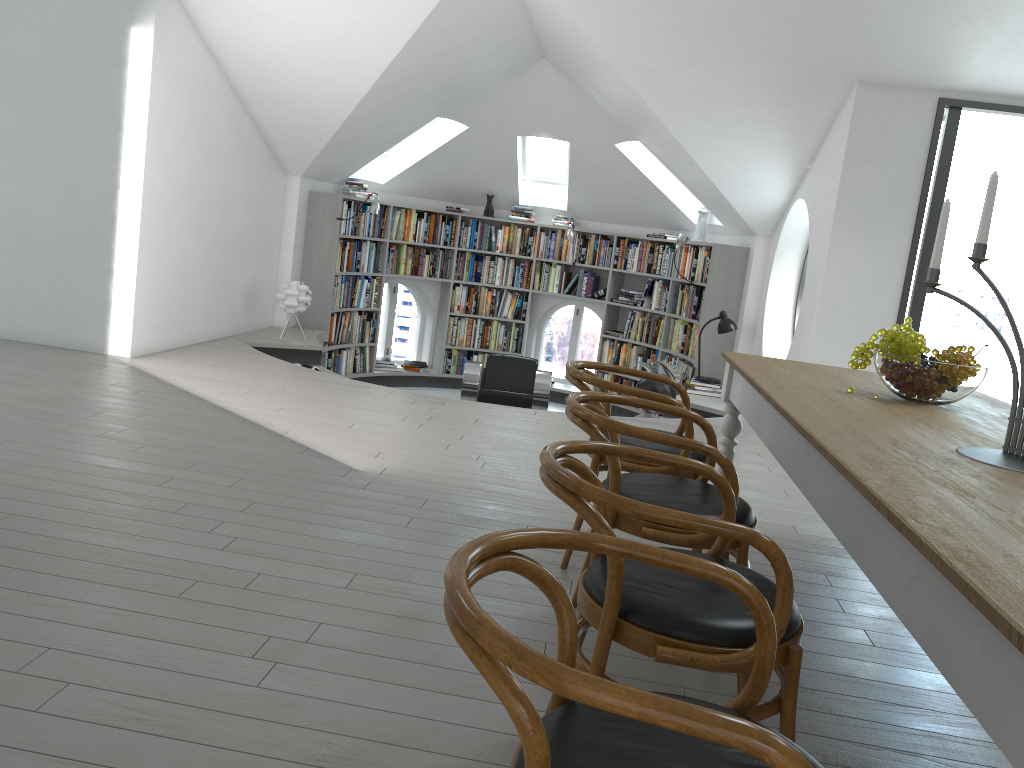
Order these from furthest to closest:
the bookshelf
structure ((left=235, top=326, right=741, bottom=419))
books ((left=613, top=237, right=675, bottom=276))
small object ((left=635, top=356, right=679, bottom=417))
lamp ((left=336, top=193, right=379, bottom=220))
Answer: books ((left=613, top=237, right=675, bottom=276)) → lamp ((left=336, top=193, right=379, bottom=220)) → the bookshelf → structure ((left=235, top=326, right=741, bottom=419)) → small object ((left=635, top=356, right=679, bottom=417))

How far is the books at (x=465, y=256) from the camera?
10.3 meters

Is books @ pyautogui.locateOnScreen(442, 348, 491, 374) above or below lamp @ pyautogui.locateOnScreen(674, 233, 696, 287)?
below

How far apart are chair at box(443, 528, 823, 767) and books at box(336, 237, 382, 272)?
7.9 meters

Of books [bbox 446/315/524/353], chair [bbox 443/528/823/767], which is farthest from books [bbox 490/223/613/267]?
chair [bbox 443/528/823/767]

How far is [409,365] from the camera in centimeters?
1029cm

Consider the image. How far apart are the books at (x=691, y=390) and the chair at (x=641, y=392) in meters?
4.4 m

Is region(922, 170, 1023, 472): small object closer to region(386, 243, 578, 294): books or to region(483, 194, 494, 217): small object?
region(386, 243, 578, 294): books

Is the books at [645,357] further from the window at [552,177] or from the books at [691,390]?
the window at [552,177]

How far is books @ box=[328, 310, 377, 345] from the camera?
9.3m
